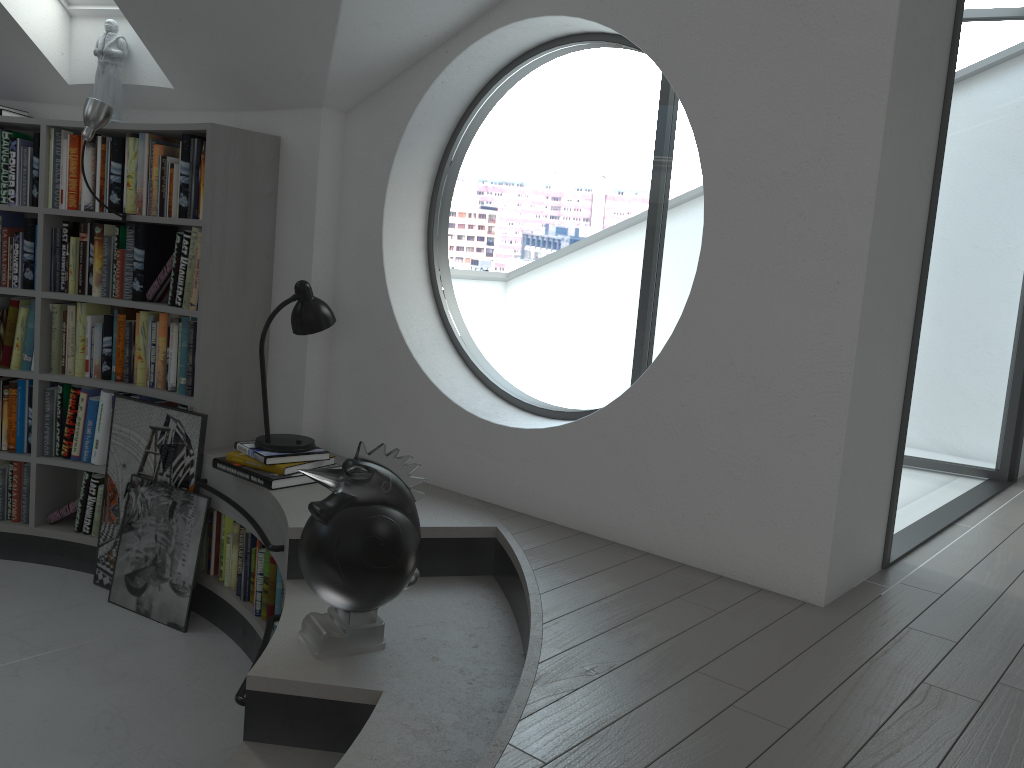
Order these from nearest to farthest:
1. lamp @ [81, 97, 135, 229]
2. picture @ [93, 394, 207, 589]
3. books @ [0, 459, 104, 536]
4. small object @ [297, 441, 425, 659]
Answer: small object @ [297, 441, 425, 659] < lamp @ [81, 97, 135, 229] < picture @ [93, 394, 207, 589] < books @ [0, 459, 104, 536]

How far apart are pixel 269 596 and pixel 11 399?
1.82m

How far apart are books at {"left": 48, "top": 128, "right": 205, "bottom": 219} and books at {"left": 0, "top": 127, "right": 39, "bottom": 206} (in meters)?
0.10

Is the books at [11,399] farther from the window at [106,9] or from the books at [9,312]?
the window at [106,9]

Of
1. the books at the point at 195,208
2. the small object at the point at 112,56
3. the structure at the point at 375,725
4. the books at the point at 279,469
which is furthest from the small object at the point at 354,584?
the small object at the point at 112,56

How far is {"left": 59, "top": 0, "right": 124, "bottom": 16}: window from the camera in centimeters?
400cm

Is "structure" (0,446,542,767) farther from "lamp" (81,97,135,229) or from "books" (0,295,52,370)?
"lamp" (81,97,135,229)

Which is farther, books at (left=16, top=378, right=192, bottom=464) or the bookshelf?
books at (left=16, top=378, right=192, bottom=464)

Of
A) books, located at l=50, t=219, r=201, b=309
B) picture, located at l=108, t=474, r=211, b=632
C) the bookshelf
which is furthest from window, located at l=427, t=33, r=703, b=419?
picture, located at l=108, t=474, r=211, b=632

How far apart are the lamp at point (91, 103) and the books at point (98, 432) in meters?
0.8 m
